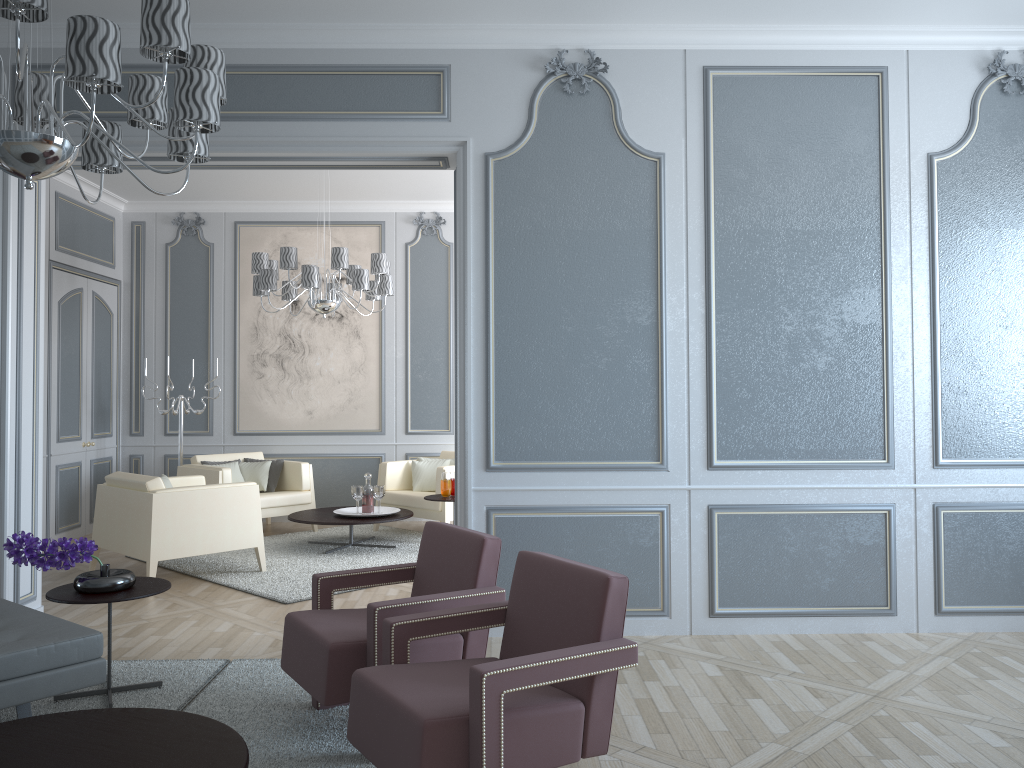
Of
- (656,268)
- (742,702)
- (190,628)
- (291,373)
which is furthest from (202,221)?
(742,702)

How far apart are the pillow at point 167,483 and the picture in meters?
2.0

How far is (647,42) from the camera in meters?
4.0

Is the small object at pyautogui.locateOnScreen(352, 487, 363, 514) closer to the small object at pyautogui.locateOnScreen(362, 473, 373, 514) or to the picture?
the small object at pyautogui.locateOnScreen(362, 473, 373, 514)

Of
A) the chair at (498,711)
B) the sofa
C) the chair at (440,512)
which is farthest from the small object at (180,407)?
the chair at (498,711)

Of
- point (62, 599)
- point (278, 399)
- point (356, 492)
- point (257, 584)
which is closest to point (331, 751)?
point (62, 599)

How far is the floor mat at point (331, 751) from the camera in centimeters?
269cm

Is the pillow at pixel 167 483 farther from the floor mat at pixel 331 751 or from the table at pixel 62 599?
the table at pixel 62 599

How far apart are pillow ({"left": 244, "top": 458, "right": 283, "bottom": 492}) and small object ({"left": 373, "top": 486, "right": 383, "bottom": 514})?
1.21m

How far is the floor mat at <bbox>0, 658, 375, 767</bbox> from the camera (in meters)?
2.69
